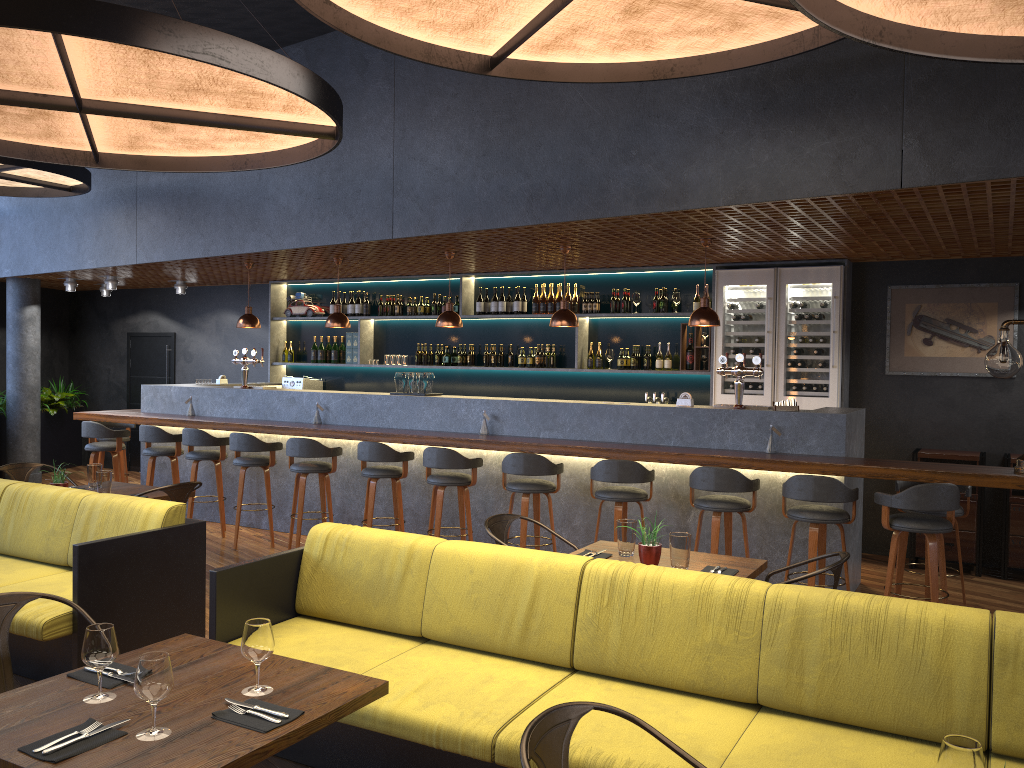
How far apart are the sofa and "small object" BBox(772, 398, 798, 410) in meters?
4.0 m

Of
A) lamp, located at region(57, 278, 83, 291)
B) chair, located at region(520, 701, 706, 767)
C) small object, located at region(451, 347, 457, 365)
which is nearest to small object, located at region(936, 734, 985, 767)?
chair, located at region(520, 701, 706, 767)

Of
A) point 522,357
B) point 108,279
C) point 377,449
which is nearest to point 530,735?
point 377,449

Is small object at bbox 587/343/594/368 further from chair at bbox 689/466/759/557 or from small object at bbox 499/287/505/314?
chair at bbox 689/466/759/557

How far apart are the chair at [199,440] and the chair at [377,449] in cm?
169

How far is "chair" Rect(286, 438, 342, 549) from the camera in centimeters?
755cm

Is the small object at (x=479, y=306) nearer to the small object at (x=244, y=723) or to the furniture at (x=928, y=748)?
the furniture at (x=928, y=748)

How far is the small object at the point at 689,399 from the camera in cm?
694

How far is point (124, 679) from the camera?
2.6m

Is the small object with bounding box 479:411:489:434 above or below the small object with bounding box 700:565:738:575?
above
